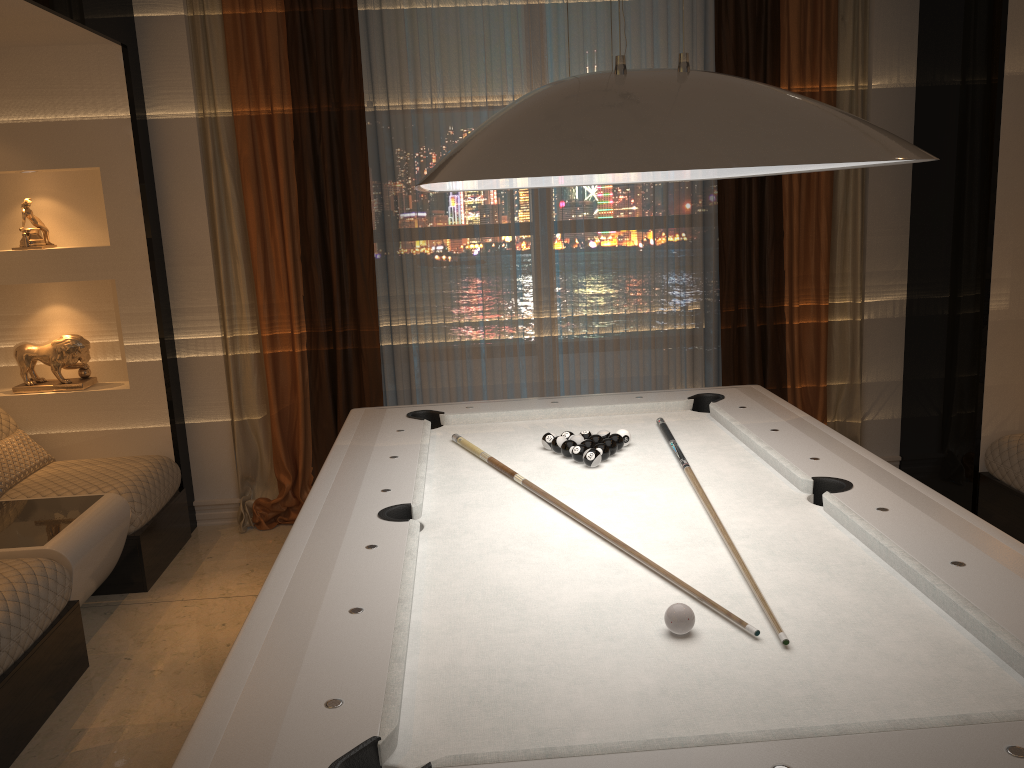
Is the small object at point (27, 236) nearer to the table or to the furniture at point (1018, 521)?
the table

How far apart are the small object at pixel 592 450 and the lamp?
0.79m

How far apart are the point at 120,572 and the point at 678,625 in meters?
2.9 m

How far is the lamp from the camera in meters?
1.4 m

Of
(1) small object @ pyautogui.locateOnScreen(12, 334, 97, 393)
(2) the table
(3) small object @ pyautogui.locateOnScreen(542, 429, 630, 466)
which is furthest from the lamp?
(1) small object @ pyautogui.locateOnScreen(12, 334, 97, 393)

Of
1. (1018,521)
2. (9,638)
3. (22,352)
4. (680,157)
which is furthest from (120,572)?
(1018,521)

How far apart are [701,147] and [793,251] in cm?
327

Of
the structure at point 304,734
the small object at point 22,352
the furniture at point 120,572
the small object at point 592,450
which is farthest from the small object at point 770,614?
the small object at point 22,352

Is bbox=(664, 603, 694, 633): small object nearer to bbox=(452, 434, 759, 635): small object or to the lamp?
bbox=(452, 434, 759, 635): small object

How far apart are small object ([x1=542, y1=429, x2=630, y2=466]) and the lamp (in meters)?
0.79
